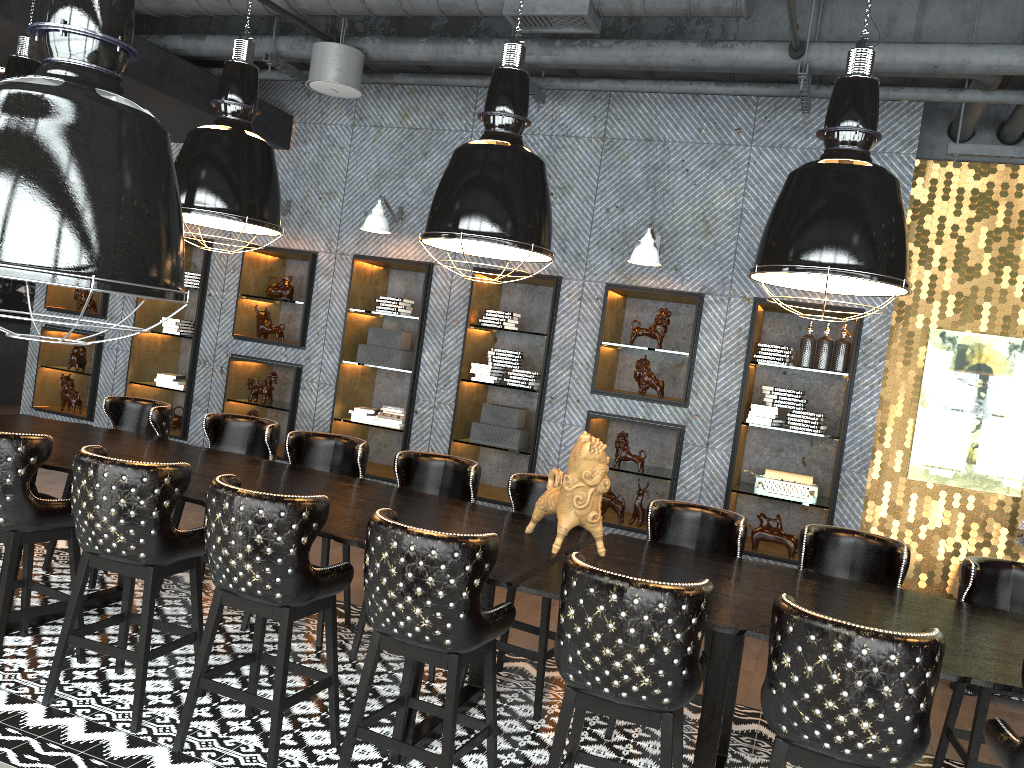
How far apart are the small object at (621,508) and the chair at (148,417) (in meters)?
3.16

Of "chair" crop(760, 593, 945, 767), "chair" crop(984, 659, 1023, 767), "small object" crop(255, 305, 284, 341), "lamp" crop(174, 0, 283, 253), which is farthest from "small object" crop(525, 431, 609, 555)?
Answer: "small object" crop(255, 305, 284, 341)

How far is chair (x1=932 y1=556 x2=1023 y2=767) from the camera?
3.7 meters

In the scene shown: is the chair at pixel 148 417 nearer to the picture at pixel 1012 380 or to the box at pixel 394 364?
the box at pixel 394 364

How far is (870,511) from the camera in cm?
637

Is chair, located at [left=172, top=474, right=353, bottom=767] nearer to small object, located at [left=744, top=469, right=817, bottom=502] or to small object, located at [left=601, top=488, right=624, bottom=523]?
small object, located at [left=601, top=488, right=624, bottom=523]

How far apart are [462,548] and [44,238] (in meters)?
2.01

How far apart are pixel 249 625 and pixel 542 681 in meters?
1.8

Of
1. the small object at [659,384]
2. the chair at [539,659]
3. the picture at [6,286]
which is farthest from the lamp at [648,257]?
the picture at [6,286]

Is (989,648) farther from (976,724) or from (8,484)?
(8,484)
